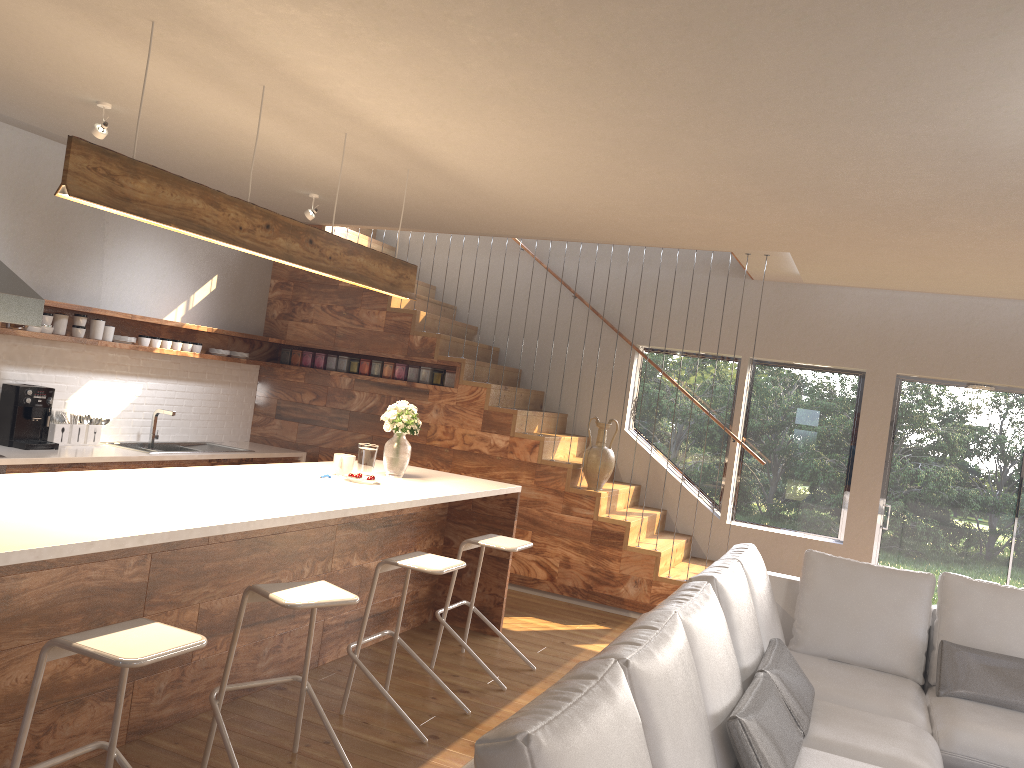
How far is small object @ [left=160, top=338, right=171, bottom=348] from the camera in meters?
6.8 m

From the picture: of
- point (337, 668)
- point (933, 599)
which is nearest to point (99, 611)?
point (337, 668)

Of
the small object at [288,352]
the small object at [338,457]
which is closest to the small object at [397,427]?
the small object at [338,457]

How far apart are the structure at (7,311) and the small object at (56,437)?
1.0 meters

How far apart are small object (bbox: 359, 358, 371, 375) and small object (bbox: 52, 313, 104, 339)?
2.2m

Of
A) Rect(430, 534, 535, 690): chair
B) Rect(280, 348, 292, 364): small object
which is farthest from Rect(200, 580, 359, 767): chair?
Rect(280, 348, 292, 364): small object

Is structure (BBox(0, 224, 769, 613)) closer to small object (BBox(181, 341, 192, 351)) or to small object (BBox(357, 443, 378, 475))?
small object (BBox(181, 341, 192, 351))

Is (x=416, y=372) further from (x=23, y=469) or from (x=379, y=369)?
(x=23, y=469)

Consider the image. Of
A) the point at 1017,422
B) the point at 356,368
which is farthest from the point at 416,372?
the point at 1017,422

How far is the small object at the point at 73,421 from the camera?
Result: 6.18m
